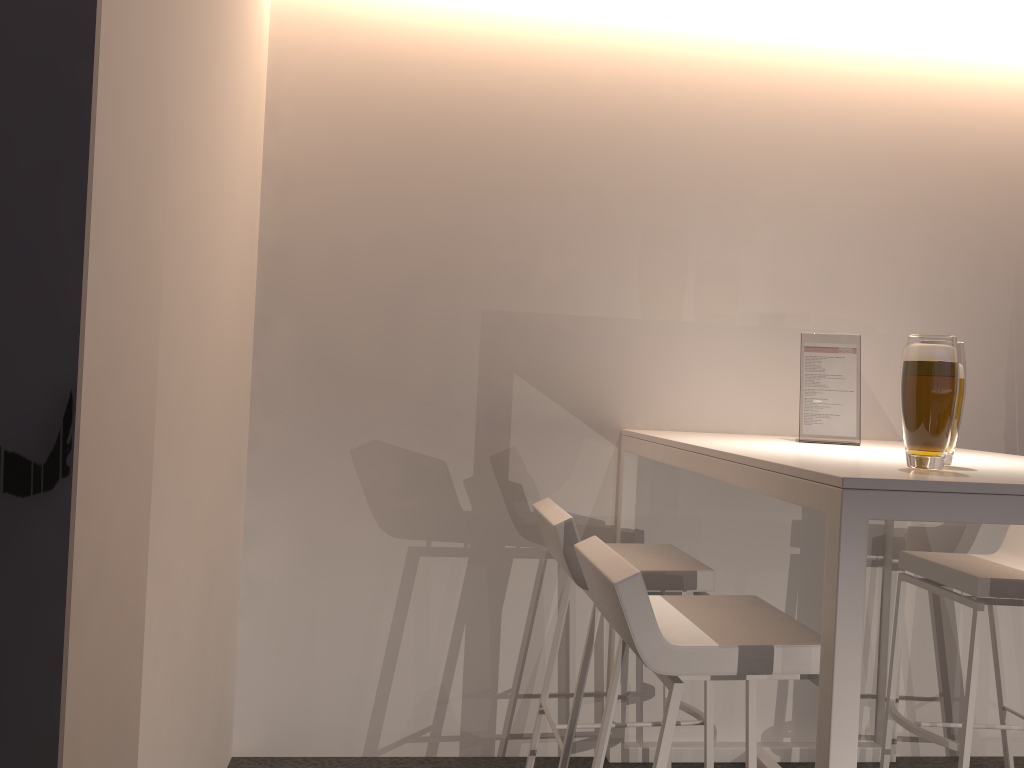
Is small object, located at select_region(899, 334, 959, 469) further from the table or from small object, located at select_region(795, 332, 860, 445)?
small object, located at select_region(795, 332, 860, 445)

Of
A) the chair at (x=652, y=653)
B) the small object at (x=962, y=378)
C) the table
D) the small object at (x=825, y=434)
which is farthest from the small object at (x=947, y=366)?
the small object at (x=825, y=434)

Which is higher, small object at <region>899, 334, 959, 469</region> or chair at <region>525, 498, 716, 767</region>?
small object at <region>899, 334, 959, 469</region>

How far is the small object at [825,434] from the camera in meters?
2.6 m

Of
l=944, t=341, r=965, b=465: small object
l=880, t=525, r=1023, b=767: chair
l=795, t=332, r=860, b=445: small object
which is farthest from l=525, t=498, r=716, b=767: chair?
l=944, t=341, r=965, b=465: small object

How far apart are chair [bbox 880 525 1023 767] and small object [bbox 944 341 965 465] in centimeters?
82cm

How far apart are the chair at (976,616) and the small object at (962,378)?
0.82m

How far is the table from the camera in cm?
146

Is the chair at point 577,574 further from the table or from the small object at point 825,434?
the small object at point 825,434

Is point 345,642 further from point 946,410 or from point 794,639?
point 946,410
